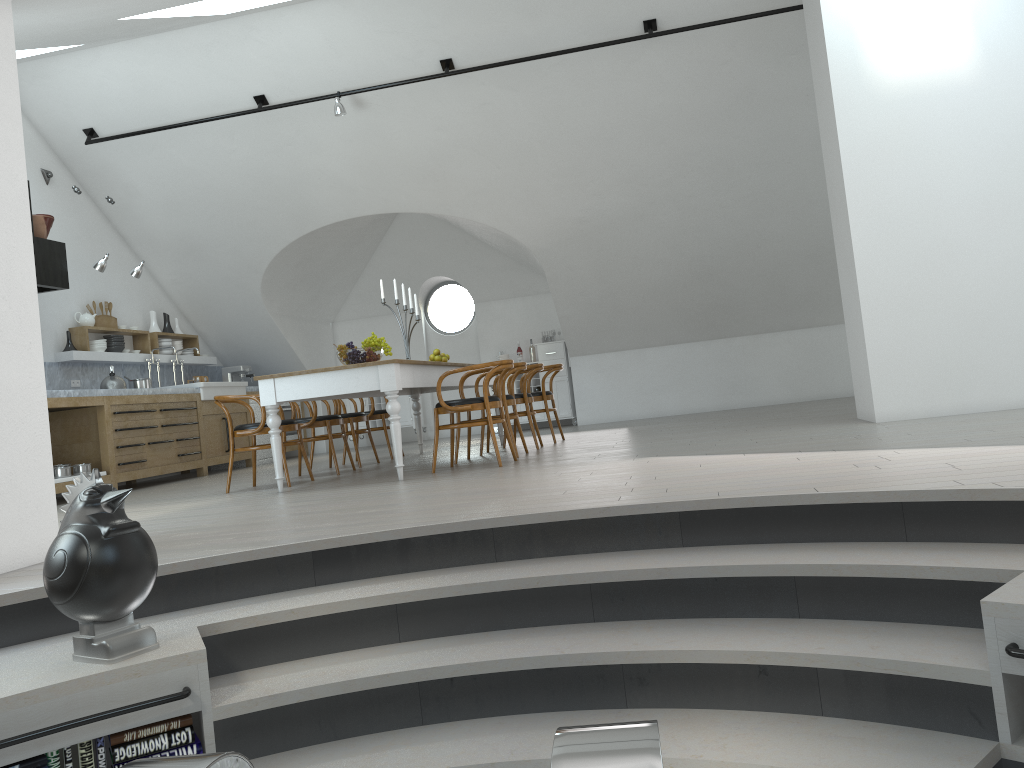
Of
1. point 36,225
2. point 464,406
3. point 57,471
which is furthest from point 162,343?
point 464,406

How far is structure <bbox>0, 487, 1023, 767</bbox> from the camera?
2.36m

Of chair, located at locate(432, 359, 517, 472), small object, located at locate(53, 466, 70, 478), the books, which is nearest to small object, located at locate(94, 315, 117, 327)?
small object, located at locate(53, 466, 70, 478)

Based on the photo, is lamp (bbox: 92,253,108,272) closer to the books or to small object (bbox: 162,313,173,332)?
small object (bbox: 162,313,173,332)

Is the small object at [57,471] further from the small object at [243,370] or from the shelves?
the small object at [243,370]

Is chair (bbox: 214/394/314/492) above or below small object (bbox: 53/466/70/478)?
above

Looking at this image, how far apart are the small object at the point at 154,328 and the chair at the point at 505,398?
5.34m

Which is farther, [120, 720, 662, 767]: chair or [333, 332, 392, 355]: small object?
[333, 332, 392, 355]: small object

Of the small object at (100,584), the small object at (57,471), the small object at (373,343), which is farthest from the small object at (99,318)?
the small object at (100,584)

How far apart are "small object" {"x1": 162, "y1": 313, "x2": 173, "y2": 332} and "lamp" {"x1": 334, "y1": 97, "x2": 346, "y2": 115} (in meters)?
3.92
